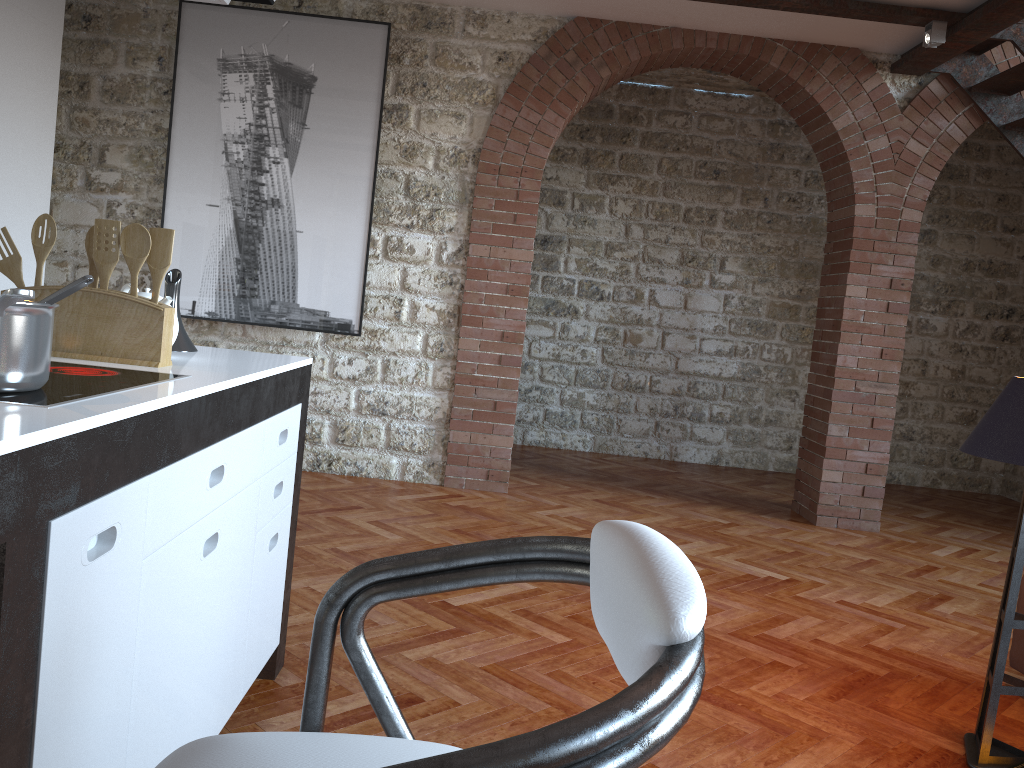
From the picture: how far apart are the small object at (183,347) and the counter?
0.0m

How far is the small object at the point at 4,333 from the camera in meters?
1.3

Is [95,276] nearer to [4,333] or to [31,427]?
[4,333]

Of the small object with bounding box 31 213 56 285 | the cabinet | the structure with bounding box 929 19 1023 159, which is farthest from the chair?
the structure with bounding box 929 19 1023 159

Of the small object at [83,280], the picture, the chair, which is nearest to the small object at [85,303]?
the small object at [83,280]

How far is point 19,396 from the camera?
1.32m

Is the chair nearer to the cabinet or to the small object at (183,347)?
the cabinet

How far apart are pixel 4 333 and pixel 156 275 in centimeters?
66cm

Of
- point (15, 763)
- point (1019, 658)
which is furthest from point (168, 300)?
point (1019, 658)

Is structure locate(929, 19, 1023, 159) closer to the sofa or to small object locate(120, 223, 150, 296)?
the sofa
